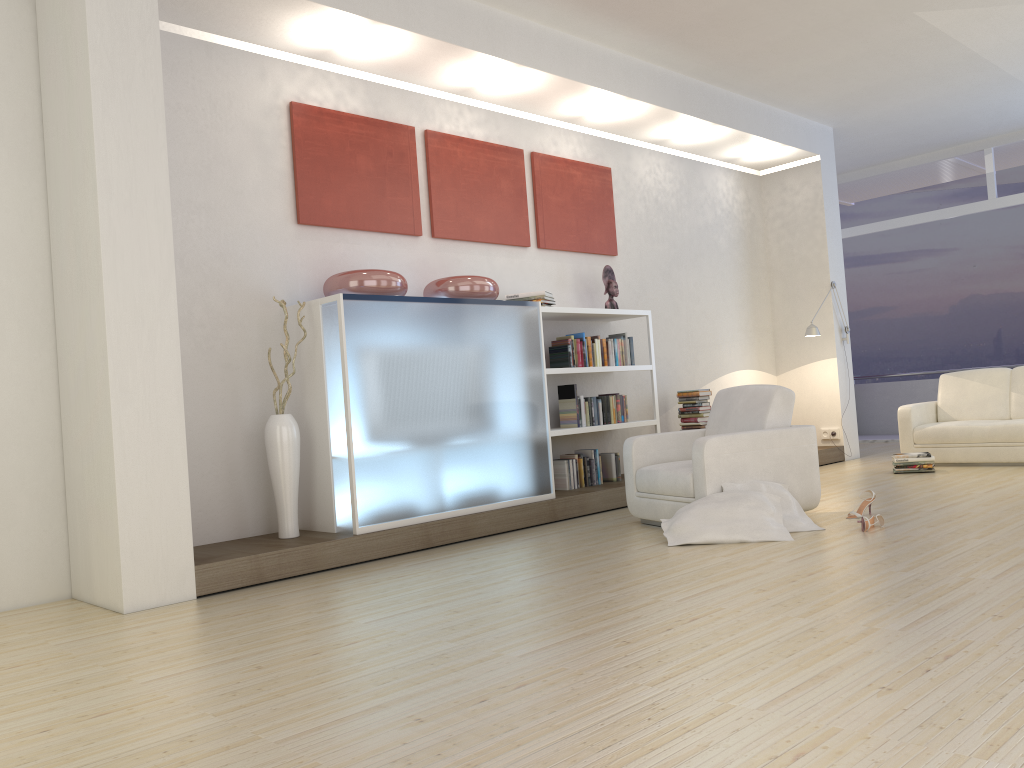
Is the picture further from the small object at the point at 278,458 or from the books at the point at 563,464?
the books at the point at 563,464

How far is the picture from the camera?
5.84m

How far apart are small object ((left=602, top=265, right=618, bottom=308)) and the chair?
1.70m

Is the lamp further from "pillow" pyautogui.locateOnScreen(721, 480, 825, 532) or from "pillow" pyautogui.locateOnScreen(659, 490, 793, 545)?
"pillow" pyautogui.locateOnScreen(659, 490, 793, 545)

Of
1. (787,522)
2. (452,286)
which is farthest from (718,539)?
(452,286)

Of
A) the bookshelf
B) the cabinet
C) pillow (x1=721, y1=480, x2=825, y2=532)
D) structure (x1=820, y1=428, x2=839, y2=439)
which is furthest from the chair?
structure (x1=820, y1=428, x2=839, y2=439)

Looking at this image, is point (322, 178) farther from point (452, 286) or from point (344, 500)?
point (344, 500)

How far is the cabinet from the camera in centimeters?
517cm

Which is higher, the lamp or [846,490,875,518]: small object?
the lamp

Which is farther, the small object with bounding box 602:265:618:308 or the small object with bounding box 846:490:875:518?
the small object with bounding box 602:265:618:308
